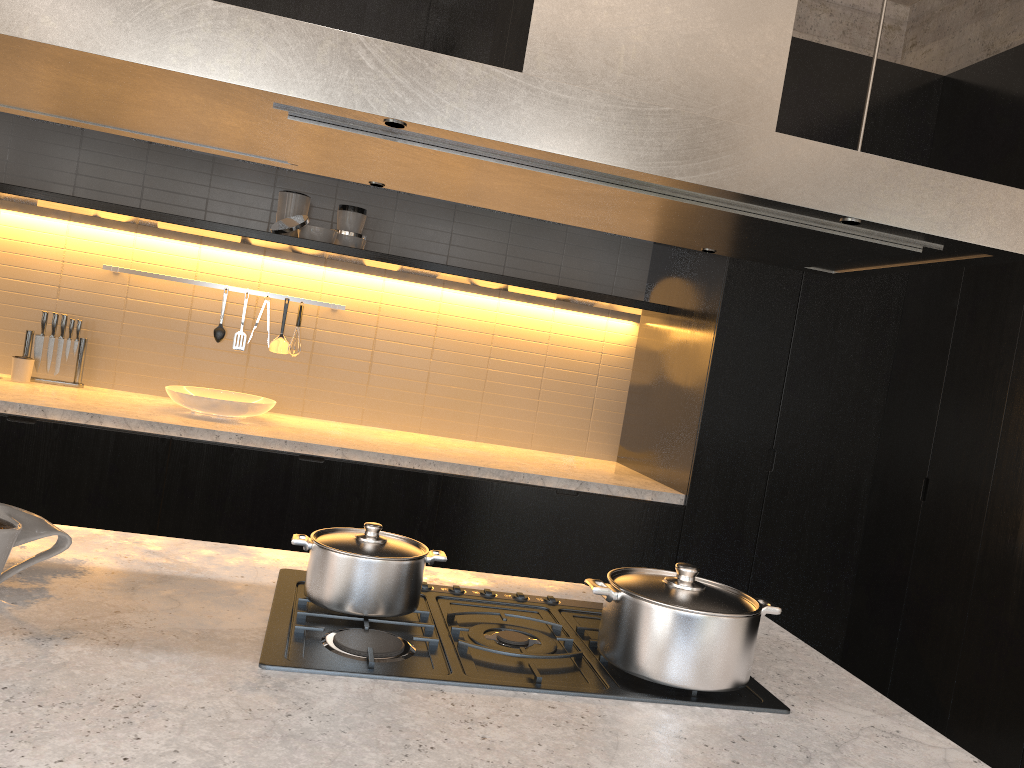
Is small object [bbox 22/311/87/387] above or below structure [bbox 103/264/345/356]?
below

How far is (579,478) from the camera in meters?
3.9 m

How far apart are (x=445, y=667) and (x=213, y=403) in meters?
2.8

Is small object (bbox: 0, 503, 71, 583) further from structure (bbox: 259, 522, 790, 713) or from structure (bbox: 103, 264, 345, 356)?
structure (bbox: 103, 264, 345, 356)

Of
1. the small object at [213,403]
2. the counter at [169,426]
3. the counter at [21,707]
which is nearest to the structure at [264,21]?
the counter at [21,707]

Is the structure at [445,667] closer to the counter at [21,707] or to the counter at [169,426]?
the counter at [21,707]

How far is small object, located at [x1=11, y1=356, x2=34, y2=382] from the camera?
4.0 meters

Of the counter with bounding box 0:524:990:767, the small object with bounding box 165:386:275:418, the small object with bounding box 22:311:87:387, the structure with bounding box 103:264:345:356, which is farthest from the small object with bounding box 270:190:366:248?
the counter with bounding box 0:524:990:767

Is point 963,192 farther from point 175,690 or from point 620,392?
point 620,392

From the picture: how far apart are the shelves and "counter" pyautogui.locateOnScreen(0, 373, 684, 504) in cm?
82
